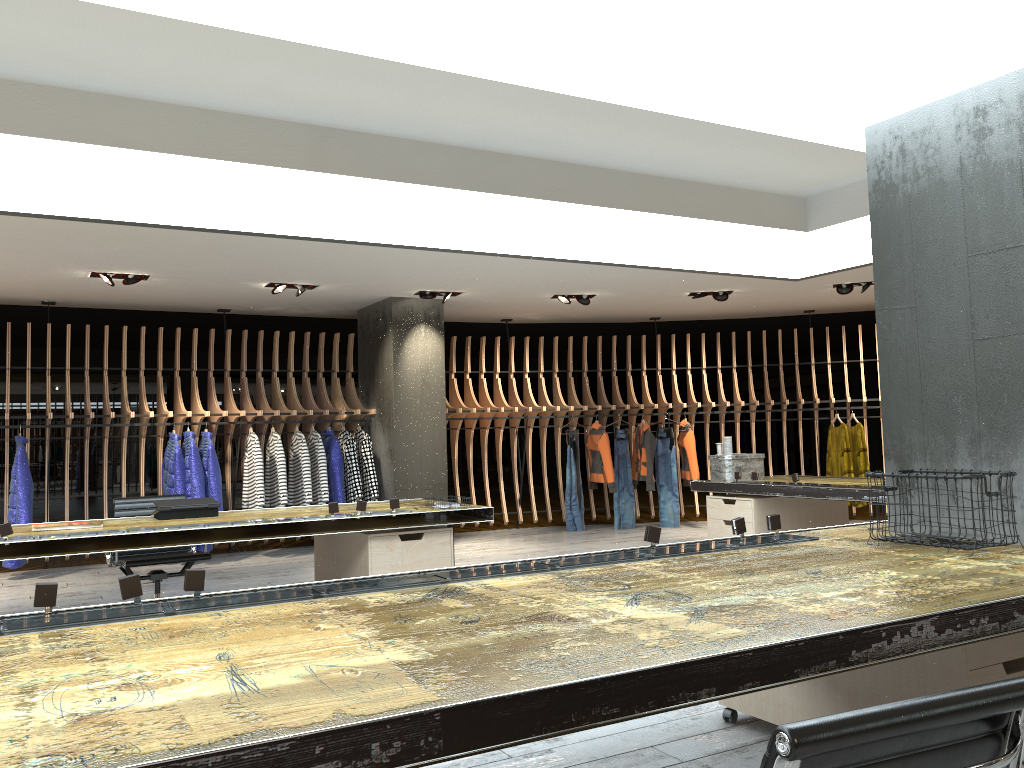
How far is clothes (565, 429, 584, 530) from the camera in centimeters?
1105cm

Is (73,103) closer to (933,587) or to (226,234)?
(226,234)

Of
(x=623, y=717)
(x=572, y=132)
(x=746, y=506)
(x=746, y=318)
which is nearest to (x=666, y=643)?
(x=623, y=717)

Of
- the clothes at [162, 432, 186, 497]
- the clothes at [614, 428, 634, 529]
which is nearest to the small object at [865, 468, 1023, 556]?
the clothes at [162, 432, 186, 497]

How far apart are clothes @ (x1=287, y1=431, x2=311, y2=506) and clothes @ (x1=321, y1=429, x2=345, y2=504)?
0.3m

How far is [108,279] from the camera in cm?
804

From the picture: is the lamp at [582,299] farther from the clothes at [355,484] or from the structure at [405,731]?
the structure at [405,731]

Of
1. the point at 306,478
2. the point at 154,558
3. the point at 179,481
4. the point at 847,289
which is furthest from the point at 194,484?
the point at 847,289

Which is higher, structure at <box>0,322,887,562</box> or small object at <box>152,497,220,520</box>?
structure at <box>0,322,887,562</box>

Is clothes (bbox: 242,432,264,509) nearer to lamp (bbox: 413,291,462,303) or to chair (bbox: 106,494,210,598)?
lamp (bbox: 413,291,462,303)
